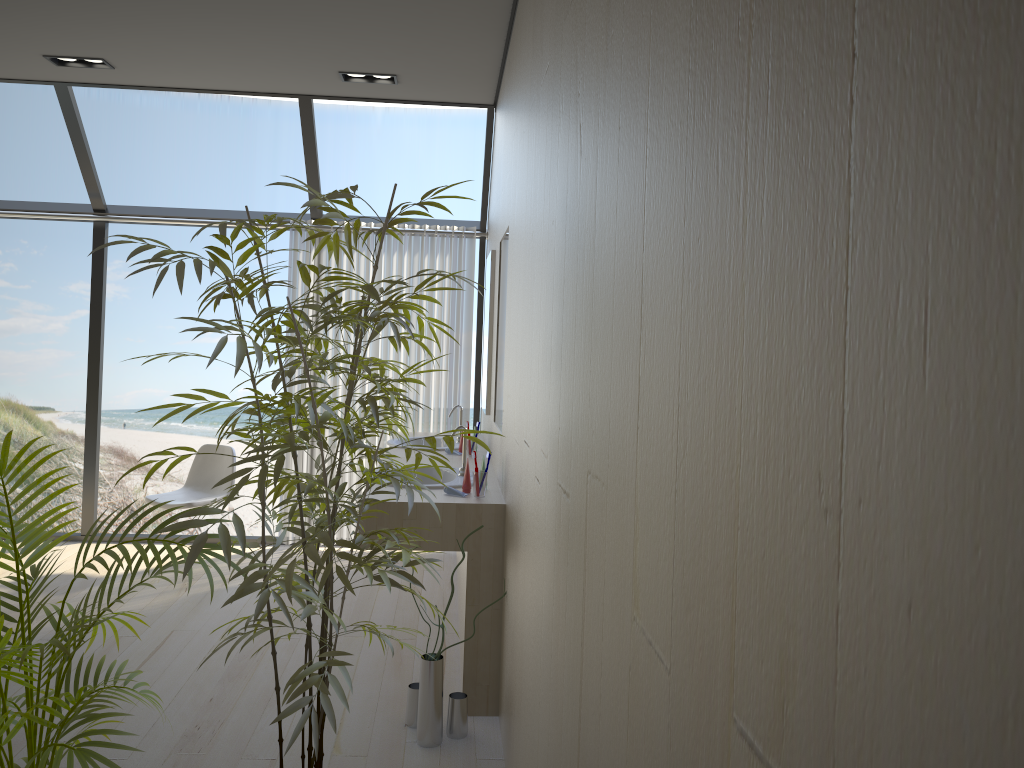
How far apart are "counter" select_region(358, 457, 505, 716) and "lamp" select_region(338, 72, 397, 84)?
2.1m

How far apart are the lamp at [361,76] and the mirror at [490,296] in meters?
1.1 m

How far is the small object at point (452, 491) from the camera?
3.41m

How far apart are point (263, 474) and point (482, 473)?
1.6 meters

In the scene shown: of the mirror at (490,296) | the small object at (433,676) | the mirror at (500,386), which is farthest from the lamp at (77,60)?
the small object at (433,676)

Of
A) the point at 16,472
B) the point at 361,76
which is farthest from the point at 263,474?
the point at 361,76

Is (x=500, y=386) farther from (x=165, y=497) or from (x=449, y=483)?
(x=165, y=497)

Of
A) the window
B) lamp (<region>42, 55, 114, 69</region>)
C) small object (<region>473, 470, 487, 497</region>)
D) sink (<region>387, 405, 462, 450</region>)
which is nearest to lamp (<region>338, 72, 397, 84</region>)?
the window

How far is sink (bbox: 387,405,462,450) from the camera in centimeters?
490cm

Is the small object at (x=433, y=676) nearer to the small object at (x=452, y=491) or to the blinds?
the small object at (x=452, y=491)
